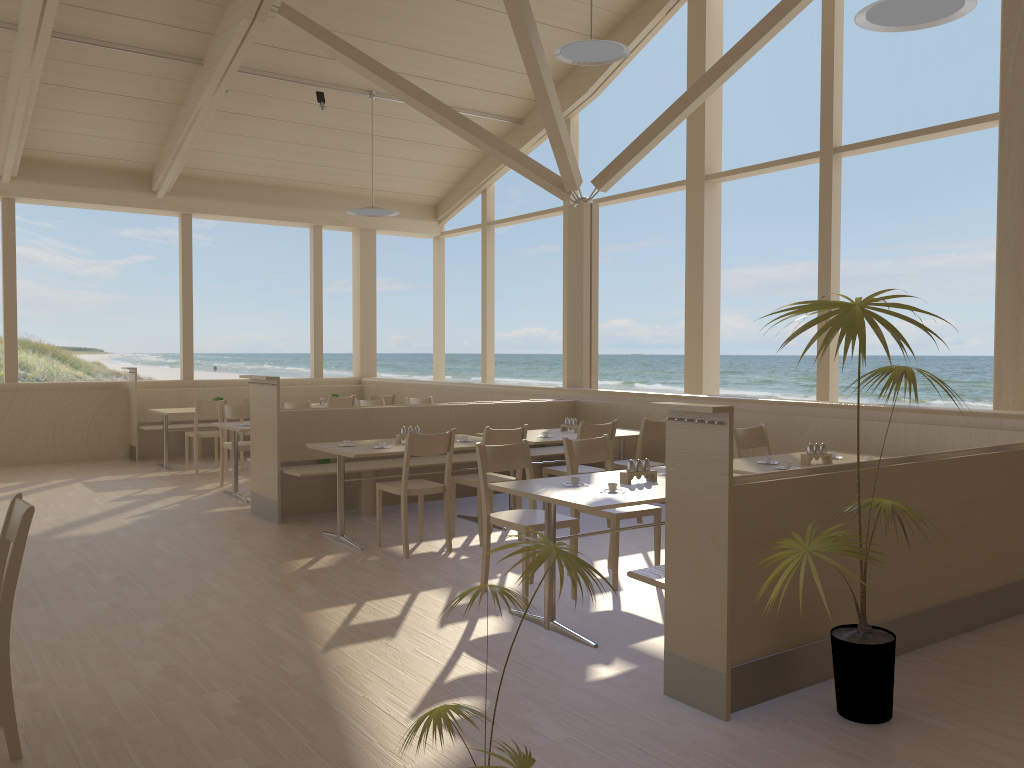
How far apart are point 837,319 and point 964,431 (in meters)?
3.19

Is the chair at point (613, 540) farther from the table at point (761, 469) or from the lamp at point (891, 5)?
the lamp at point (891, 5)

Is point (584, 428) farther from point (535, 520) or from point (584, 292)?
point (584, 292)

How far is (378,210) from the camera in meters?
9.7 m

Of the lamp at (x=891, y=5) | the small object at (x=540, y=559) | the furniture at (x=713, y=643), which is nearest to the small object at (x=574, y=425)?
the furniture at (x=713, y=643)

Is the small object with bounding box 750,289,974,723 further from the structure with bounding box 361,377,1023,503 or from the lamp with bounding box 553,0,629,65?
the lamp with bounding box 553,0,629,65

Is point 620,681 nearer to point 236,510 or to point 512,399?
point 236,510

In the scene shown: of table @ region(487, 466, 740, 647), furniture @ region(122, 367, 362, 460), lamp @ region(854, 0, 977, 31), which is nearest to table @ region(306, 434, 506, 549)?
table @ region(487, 466, 740, 647)

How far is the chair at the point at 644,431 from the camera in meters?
6.6 m

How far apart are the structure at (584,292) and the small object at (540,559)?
6.56m
